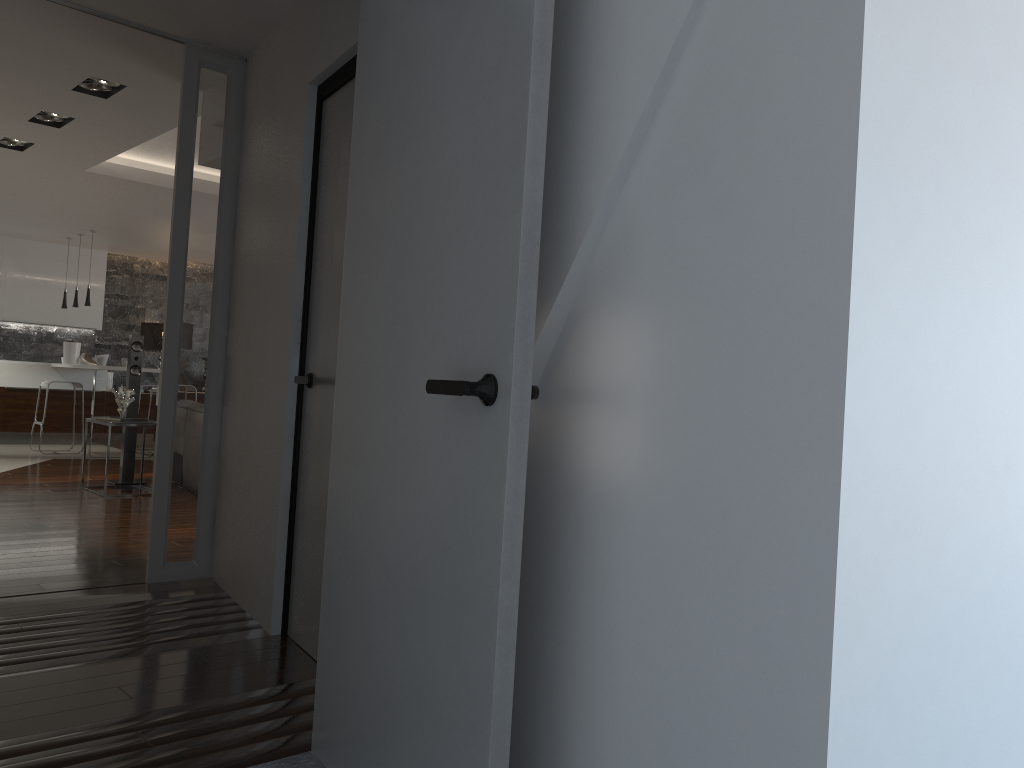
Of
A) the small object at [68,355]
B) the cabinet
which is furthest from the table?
the small object at [68,355]

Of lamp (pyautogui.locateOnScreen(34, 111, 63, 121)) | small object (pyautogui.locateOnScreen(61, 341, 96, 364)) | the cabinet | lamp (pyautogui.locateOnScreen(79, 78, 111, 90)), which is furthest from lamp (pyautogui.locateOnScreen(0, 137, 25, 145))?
small object (pyautogui.locateOnScreen(61, 341, 96, 364))

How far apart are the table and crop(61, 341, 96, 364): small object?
5.2m

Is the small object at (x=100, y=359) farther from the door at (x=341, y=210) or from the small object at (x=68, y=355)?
the door at (x=341, y=210)

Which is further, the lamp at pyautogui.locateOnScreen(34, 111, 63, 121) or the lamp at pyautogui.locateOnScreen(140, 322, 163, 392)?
the lamp at pyautogui.locateOnScreen(140, 322, 163, 392)

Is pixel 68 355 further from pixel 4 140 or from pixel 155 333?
pixel 4 140

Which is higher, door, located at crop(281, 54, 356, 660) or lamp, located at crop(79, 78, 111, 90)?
lamp, located at crop(79, 78, 111, 90)

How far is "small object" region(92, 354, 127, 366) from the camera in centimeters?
1032cm

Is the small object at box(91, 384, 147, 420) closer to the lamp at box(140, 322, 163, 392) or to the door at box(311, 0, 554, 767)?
the lamp at box(140, 322, 163, 392)

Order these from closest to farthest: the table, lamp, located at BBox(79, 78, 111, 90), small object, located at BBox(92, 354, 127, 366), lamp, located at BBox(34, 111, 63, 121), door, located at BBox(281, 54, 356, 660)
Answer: door, located at BBox(281, 54, 356, 660) < lamp, located at BBox(79, 78, 111, 90) < lamp, located at BBox(34, 111, 63, 121) < the table < small object, located at BBox(92, 354, 127, 366)
